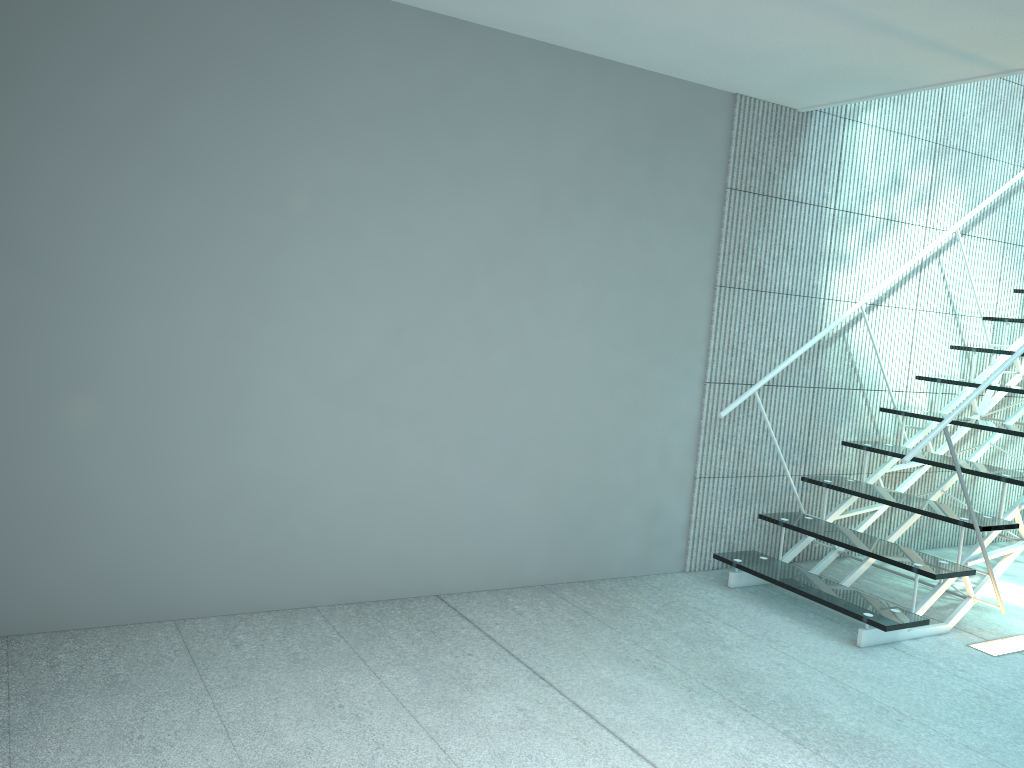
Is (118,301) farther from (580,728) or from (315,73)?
(580,728)

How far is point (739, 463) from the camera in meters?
3.8 m

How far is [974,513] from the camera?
3.1m

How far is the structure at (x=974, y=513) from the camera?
3.1 meters

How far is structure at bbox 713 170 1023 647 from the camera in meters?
3.1 m
